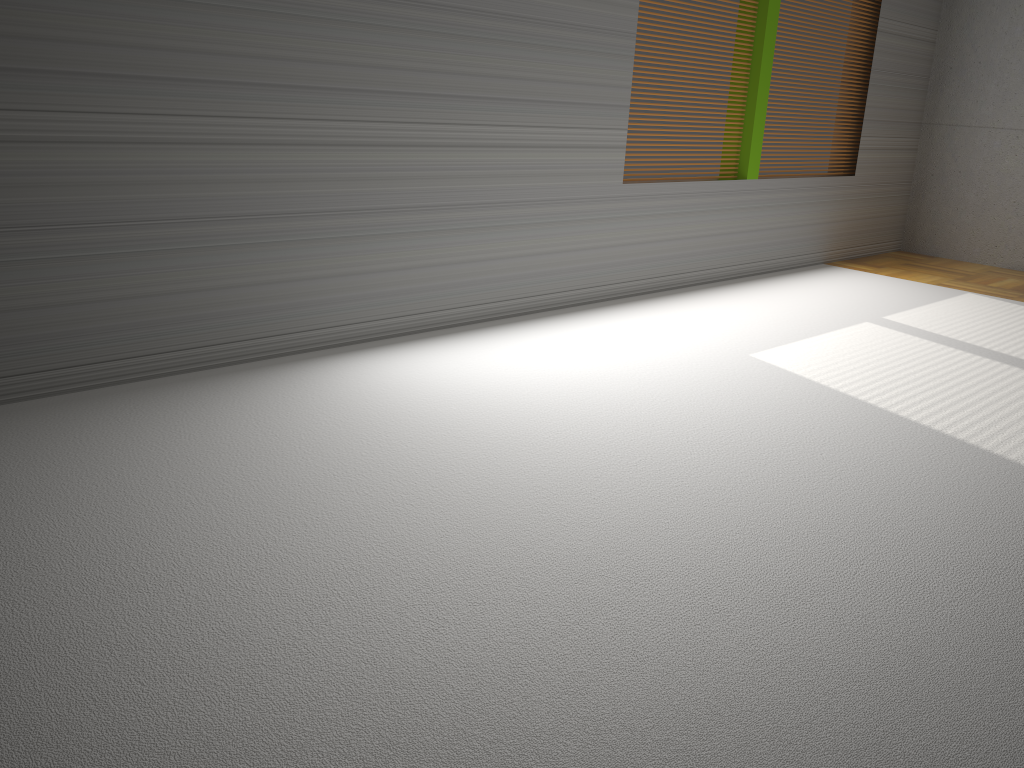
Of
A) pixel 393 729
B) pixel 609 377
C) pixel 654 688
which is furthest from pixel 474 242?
pixel 393 729

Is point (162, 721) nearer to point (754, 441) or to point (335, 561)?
point (335, 561)
